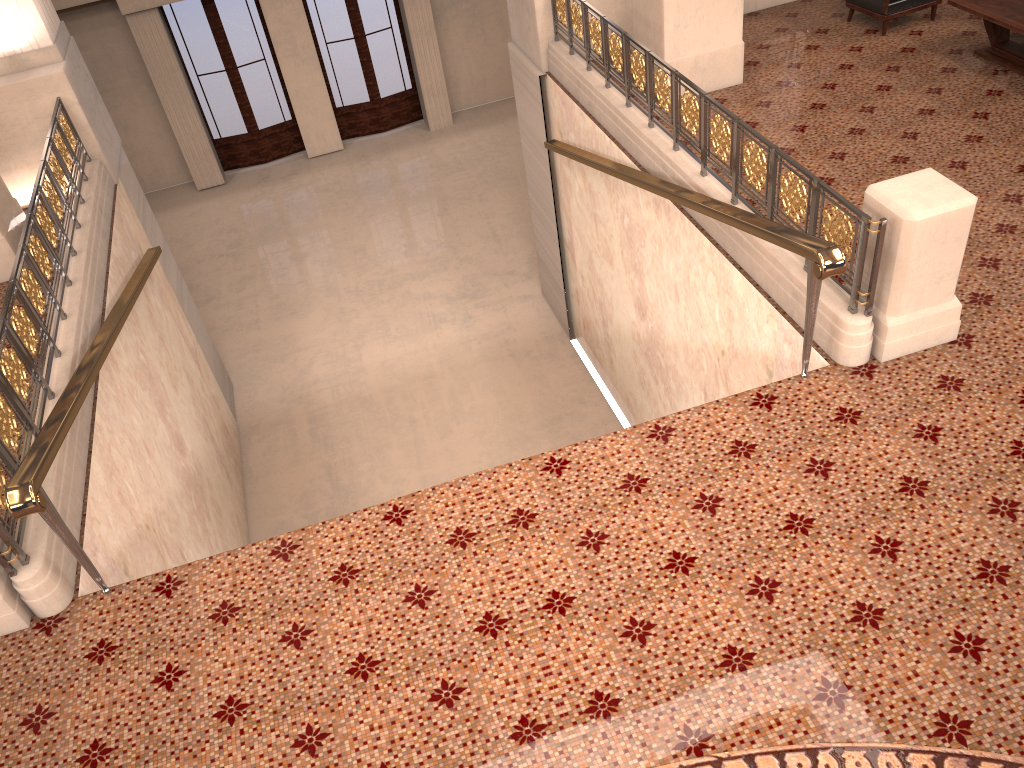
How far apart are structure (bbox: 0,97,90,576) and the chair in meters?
7.0 m

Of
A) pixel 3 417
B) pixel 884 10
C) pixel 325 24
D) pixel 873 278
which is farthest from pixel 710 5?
pixel 325 24

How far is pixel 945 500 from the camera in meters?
3.9 m

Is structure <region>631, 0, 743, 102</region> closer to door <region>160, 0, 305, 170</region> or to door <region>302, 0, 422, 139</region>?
door <region>302, 0, 422, 139</region>

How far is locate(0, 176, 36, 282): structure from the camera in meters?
6.7 m

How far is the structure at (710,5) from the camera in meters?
7.2 m

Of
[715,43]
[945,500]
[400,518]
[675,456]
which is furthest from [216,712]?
[715,43]

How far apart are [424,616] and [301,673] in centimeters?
55cm

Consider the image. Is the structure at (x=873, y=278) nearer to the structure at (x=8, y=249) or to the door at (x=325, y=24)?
the structure at (x=8, y=249)

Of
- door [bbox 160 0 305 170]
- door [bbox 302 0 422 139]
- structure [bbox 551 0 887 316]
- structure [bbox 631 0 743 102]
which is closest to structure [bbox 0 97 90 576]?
structure [bbox 551 0 887 316]
